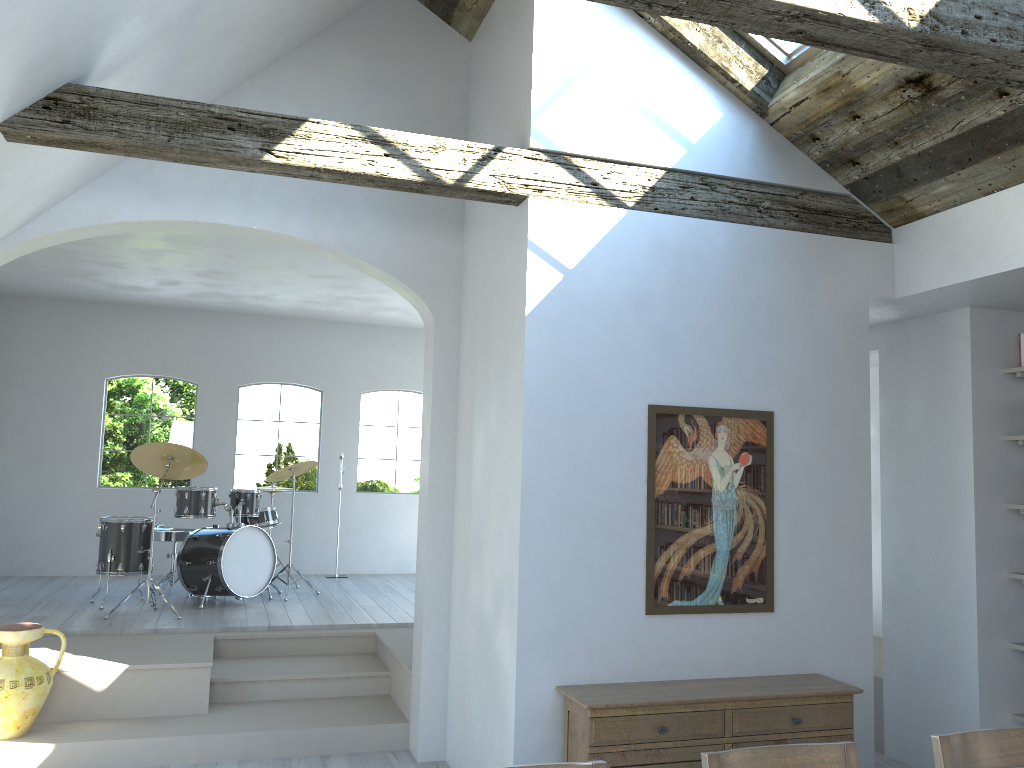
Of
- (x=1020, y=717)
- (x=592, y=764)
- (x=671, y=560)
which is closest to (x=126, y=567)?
(x=671, y=560)

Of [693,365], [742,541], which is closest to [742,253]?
[693,365]

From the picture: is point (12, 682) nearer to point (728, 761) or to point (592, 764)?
point (592, 764)

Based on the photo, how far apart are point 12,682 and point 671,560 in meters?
3.7 m

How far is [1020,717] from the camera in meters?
5.0

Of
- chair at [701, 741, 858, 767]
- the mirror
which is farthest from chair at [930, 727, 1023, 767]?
the mirror

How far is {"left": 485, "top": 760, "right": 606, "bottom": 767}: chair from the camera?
2.2 meters

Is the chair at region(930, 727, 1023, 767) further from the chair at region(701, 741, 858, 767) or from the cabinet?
the cabinet

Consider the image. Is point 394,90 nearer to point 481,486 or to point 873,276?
point 481,486

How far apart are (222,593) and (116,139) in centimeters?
487cm
